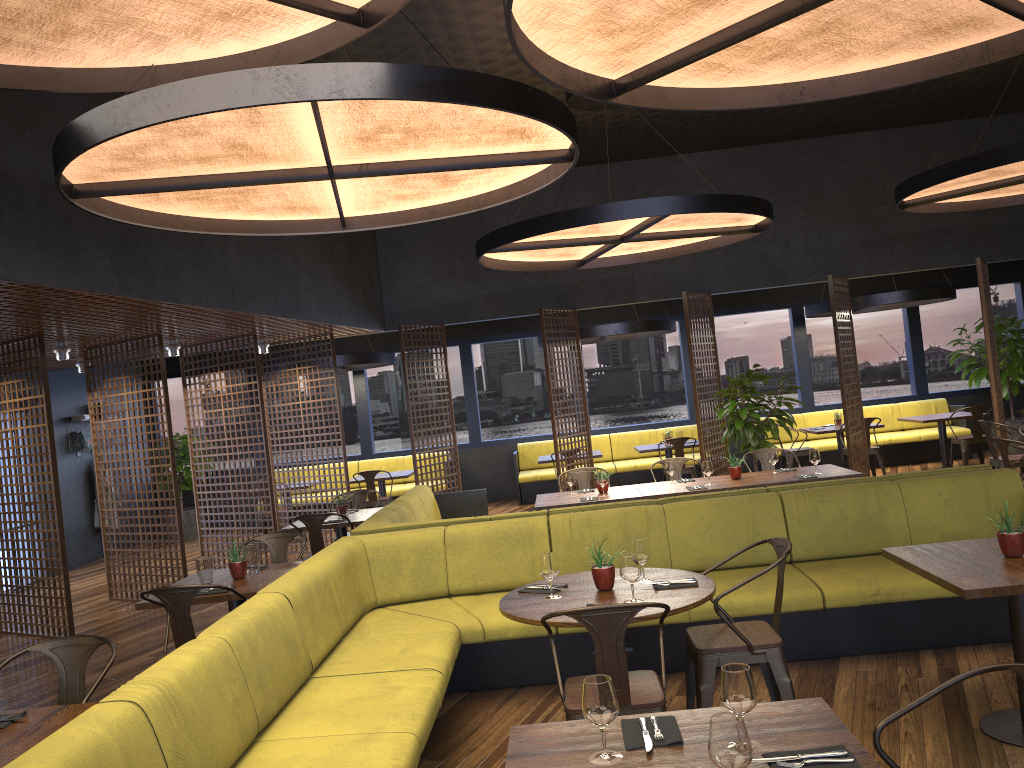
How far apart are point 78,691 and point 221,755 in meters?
1.0

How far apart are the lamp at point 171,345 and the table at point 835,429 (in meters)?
8.32

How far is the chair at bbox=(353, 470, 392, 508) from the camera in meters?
11.8

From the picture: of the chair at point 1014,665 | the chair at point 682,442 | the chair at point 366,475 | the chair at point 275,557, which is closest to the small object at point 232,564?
the chair at point 275,557

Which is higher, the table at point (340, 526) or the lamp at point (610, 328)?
the lamp at point (610, 328)

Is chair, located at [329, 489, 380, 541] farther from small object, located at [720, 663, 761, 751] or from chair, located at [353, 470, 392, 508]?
small object, located at [720, 663, 761, 751]

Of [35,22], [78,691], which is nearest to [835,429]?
[78,691]

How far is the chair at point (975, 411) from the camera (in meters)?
11.40

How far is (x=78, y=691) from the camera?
3.7 meters

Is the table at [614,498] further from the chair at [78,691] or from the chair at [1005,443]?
the chair at [78,691]
